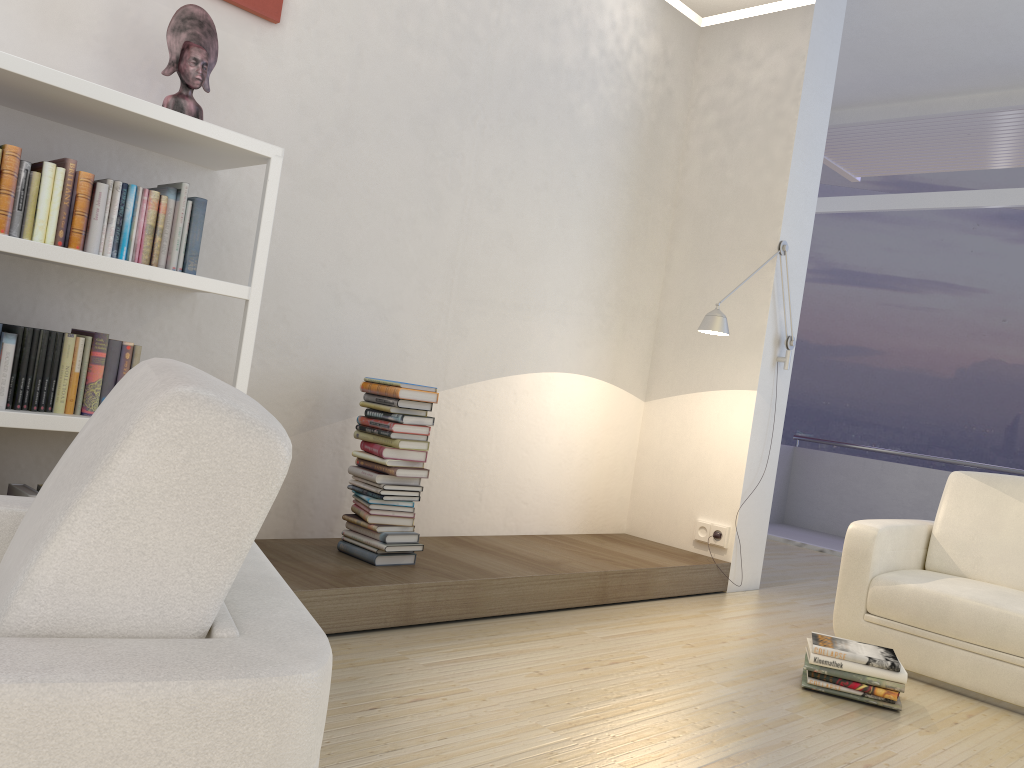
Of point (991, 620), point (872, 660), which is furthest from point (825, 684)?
point (991, 620)

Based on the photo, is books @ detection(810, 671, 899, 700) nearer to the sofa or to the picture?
the sofa

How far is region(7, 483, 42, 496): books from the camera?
2.55m

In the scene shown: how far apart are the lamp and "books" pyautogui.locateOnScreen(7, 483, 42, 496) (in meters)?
2.87

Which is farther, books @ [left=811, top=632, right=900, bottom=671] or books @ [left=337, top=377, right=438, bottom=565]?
books @ [left=337, top=377, right=438, bottom=565]

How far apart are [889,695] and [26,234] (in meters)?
3.06

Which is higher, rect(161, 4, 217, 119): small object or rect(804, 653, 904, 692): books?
rect(161, 4, 217, 119): small object

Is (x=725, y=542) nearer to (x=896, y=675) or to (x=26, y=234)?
(x=896, y=675)

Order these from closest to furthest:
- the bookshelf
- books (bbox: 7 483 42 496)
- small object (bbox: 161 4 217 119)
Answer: the bookshelf
books (bbox: 7 483 42 496)
small object (bbox: 161 4 217 119)

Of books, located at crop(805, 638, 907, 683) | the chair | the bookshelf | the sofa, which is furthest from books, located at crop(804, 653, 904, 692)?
the chair
